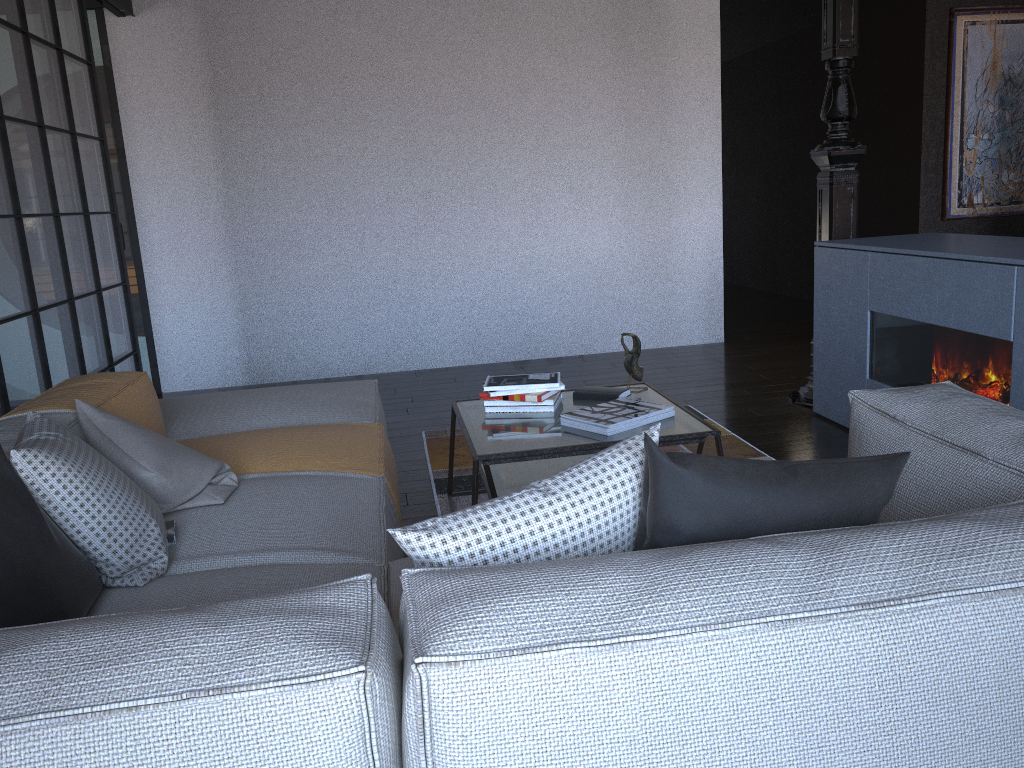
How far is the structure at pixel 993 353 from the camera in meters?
3.0

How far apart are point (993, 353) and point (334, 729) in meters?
2.8 m

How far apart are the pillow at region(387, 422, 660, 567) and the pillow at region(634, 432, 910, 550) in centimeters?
1cm

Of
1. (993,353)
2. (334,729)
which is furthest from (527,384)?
(334,729)

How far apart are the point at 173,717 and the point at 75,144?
4.0m

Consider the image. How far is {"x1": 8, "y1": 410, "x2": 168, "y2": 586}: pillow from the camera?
1.8 meters

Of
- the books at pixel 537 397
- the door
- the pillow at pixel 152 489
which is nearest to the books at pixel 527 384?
the books at pixel 537 397

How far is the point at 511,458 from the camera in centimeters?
263cm

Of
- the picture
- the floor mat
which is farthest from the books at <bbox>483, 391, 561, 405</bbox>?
the picture

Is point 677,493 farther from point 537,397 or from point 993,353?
point 993,353
